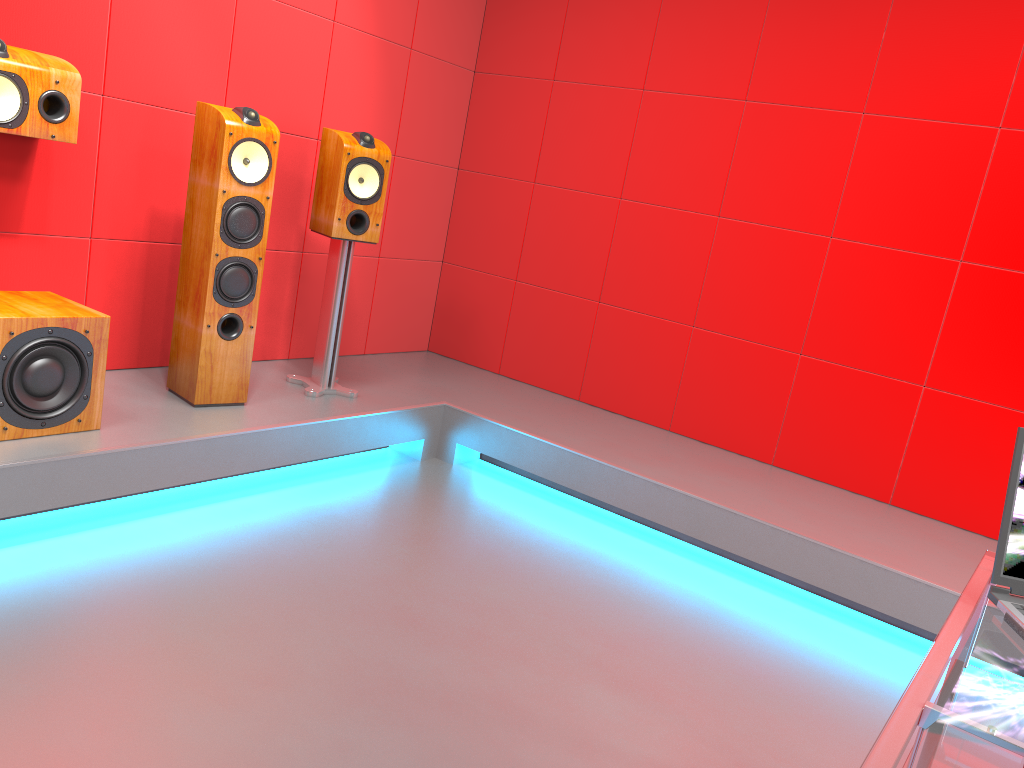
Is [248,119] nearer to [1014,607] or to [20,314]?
[20,314]

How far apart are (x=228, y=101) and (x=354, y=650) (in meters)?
2.29

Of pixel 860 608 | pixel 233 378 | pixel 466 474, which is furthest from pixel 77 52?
pixel 860 608

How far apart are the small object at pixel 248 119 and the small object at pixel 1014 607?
2.5m

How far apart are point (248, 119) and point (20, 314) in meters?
1.0

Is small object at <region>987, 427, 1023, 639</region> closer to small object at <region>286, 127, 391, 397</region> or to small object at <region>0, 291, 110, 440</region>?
small object at <region>0, 291, 110, 440</region>

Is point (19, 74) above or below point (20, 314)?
above

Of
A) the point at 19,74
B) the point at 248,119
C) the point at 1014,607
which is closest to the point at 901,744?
the point at 1014,607

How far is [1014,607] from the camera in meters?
1.4

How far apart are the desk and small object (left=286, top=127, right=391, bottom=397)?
2.51m
